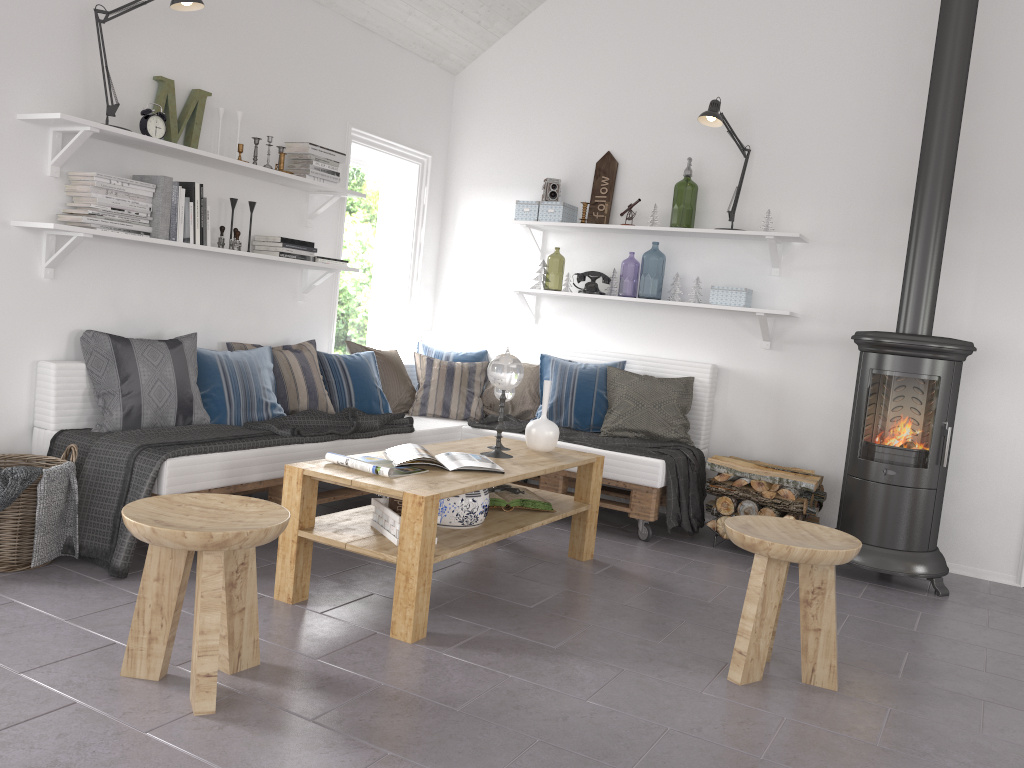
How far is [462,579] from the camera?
3.60m

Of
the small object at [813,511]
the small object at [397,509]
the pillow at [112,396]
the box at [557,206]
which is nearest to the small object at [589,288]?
the box at [557,206]

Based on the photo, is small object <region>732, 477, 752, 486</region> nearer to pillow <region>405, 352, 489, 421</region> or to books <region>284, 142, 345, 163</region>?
pillow <region>405, 352, 489, 421</region>

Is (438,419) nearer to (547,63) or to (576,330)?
(576,330)

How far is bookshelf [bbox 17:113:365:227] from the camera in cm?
343

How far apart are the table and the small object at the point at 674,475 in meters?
0.6

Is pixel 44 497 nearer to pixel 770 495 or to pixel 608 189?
pixel 770 495

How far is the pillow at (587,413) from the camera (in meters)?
5.02

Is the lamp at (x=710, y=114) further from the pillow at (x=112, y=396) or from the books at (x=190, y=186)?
the pillow at (x=112, y=396)

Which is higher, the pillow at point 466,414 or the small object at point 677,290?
the small object at point 677,290
